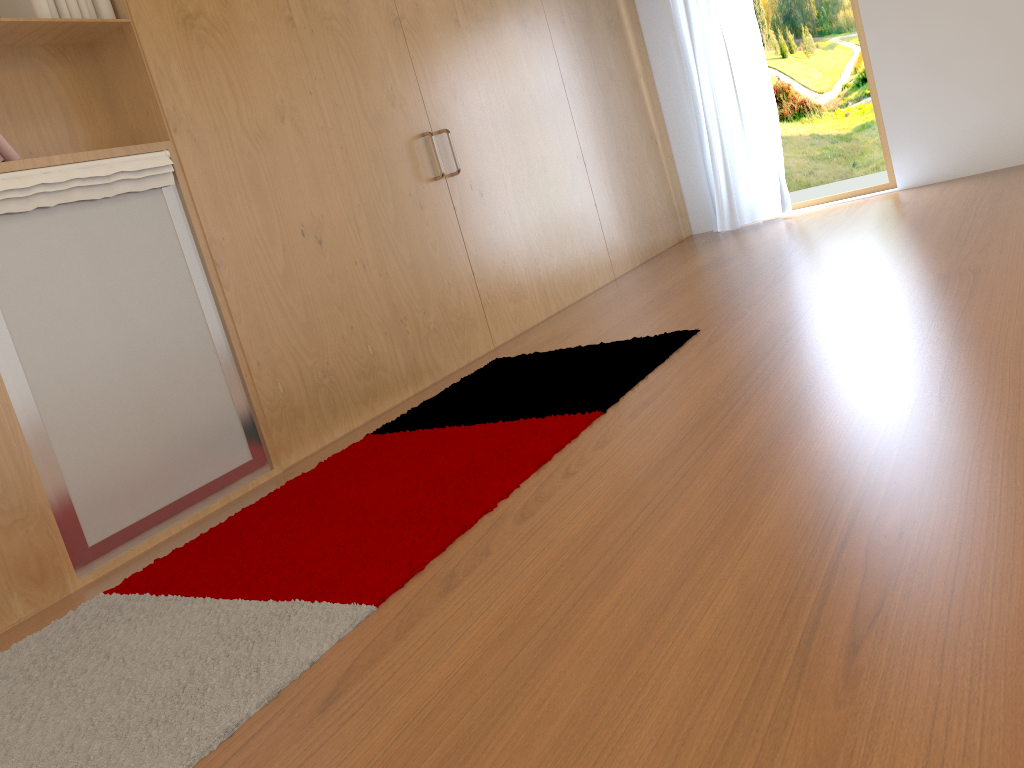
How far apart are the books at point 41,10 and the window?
4.30m

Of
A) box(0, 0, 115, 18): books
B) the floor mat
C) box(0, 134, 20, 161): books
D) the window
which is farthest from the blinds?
box(0, 134, 20, 161): books

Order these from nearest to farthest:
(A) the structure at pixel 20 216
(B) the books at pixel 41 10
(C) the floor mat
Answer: (C) the floor mat → (A) the structure at pixel 20 216 → (B) the books at pixel 41 10

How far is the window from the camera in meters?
5.3 m

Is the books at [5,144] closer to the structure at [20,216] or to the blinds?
the structure at [20,216]

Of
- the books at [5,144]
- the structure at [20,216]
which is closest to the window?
the structure at [20,216]

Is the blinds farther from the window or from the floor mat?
the floor mat

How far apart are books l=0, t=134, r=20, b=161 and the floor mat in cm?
112

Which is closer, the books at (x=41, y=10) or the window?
the books at (x=41, y=10)

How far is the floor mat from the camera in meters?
1.5 m
